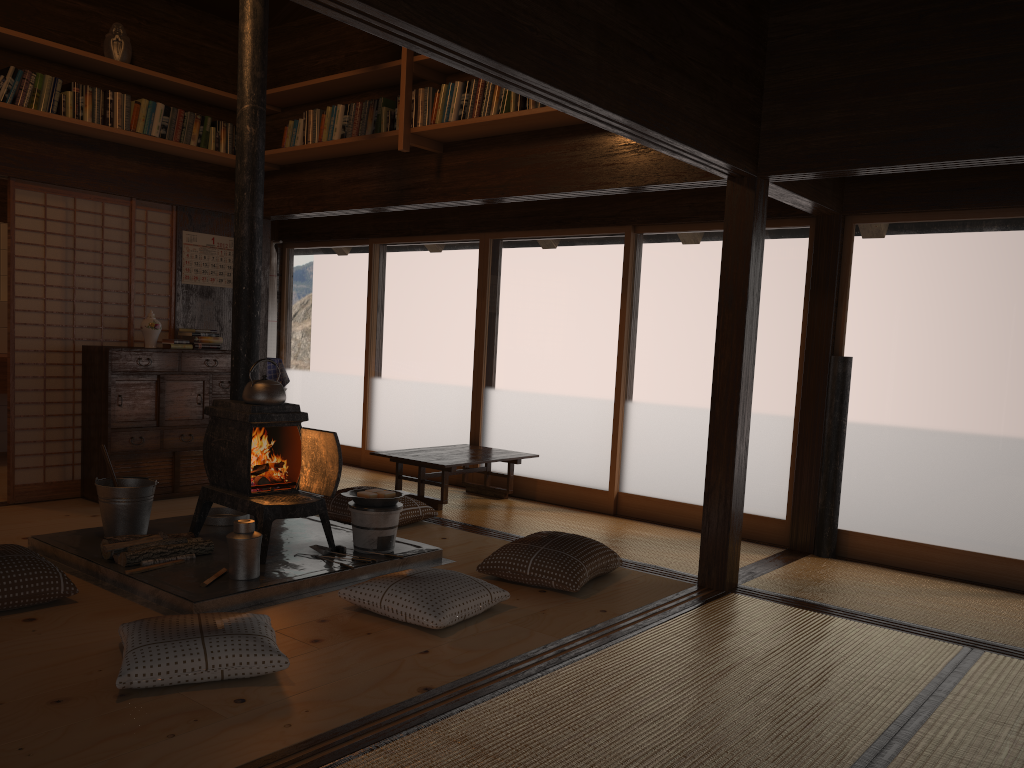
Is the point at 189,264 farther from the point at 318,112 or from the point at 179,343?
the point at 318,112

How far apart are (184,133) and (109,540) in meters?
3.1 m

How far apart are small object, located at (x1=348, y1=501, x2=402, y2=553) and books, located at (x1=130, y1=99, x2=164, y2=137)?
3.0m

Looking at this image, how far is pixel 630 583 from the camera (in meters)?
4.46

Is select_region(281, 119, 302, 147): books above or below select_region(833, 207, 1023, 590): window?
above

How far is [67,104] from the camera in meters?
5.3 m

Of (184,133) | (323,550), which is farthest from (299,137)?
(323,550)

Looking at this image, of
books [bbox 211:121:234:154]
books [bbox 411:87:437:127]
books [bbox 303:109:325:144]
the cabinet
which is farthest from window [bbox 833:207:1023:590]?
books [bbox 211:121:234:154]

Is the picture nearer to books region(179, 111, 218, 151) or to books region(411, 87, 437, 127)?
books region(179, 111, 218, 151)

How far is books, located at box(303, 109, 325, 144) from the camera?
5.8 meters
